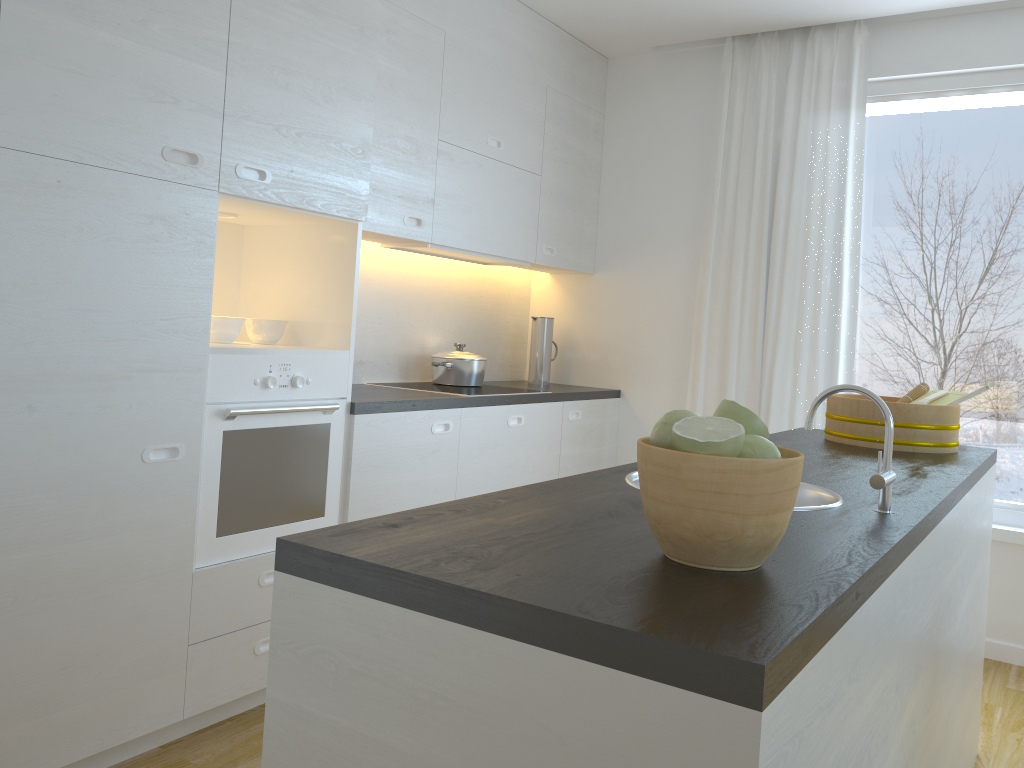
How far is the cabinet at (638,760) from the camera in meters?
0.8 m

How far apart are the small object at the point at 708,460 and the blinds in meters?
3.0 m

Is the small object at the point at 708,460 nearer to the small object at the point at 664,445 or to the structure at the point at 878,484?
the small object at the point at 664,445

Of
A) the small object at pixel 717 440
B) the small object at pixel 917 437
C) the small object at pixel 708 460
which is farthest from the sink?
the small object at pixel 917 437

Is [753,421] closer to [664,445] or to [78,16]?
[664,445]

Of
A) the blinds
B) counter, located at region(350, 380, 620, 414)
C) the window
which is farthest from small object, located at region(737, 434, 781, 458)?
the window

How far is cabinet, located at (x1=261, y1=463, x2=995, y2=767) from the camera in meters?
0.8

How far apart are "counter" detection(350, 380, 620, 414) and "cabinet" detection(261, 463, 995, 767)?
1.8m

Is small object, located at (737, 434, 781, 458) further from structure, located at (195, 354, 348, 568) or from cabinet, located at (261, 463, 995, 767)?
A: structure, located at (195, 354, 348, 568)

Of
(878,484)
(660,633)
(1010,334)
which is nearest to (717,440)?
(660,633)
